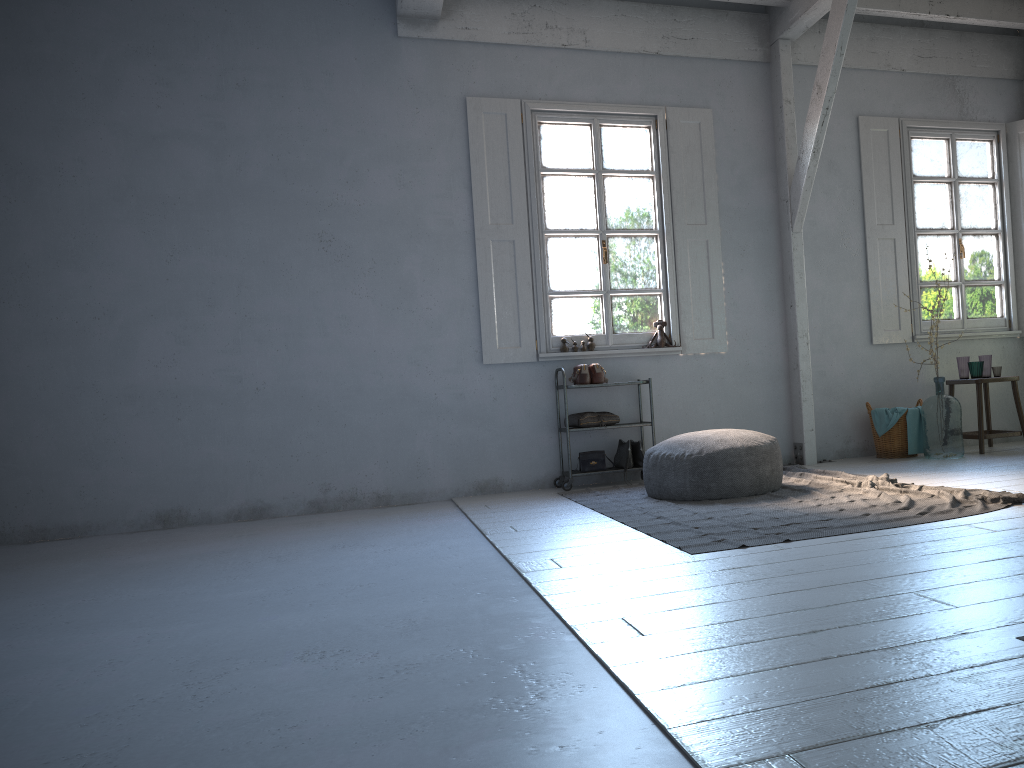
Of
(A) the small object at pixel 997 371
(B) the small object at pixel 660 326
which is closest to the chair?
(A) the small object at pixel 997 371

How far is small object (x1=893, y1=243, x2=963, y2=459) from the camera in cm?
724

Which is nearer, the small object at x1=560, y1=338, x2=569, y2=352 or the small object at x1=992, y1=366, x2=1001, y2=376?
the small object at x1=560, y1=338, x2=569, y2=352

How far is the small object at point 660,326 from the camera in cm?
763

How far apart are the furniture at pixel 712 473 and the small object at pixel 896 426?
2.2 meters

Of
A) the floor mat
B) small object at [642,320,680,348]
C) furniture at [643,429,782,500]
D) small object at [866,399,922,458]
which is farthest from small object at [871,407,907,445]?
furniture at [643,429,782,500]

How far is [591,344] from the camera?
7.5 meters

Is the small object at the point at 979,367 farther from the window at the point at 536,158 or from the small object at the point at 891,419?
the window at the point at 536,158

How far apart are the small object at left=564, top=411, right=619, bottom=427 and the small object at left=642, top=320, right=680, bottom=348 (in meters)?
0.82

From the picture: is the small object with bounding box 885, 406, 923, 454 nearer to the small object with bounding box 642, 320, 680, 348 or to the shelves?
the small object with bounding box 642, 320, 680, 348
